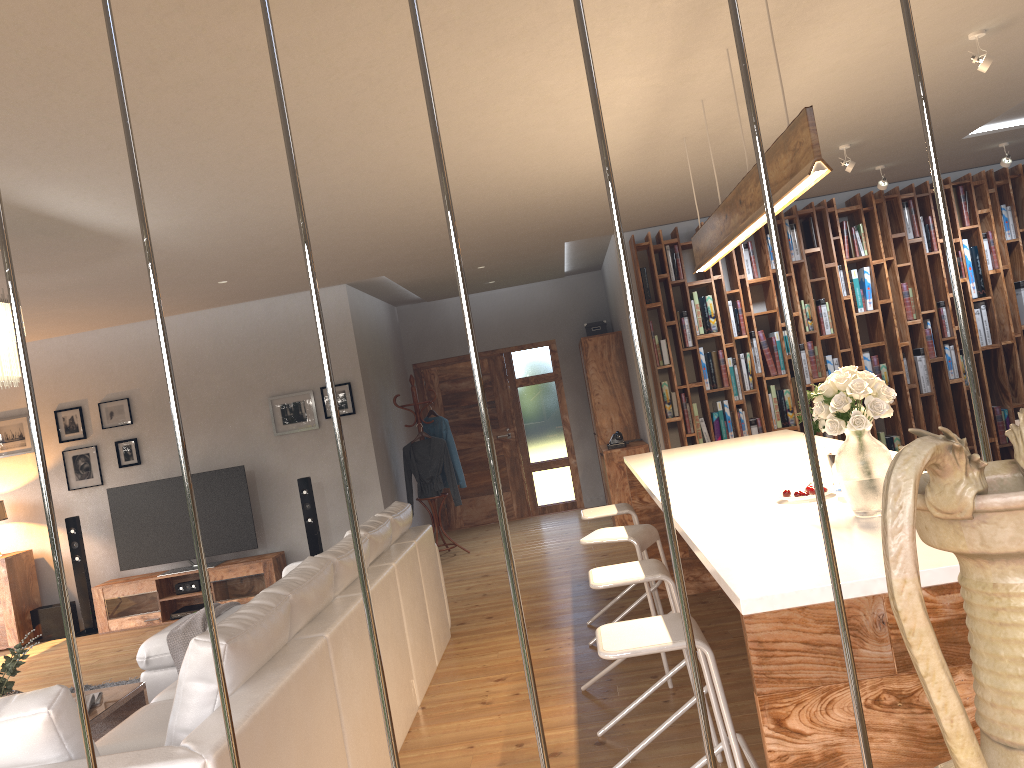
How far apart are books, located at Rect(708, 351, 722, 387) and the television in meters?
4.4

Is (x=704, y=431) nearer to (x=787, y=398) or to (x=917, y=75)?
(x=787, y=398)

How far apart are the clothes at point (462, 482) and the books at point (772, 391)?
3.1 meters

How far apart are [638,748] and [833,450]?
1.4 meters

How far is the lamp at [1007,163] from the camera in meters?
6.7

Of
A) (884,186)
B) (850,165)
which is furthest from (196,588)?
(884,186)

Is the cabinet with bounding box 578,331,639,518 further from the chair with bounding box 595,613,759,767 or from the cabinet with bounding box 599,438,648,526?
the chair with bounding box 595,613,759,767

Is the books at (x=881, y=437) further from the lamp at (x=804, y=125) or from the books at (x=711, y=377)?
the lamp at (x=804, y=125)

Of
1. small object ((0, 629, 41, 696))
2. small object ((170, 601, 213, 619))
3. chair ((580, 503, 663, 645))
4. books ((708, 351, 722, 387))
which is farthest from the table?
books ((708, 351, 722, 387))

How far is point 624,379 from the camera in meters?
9.1
